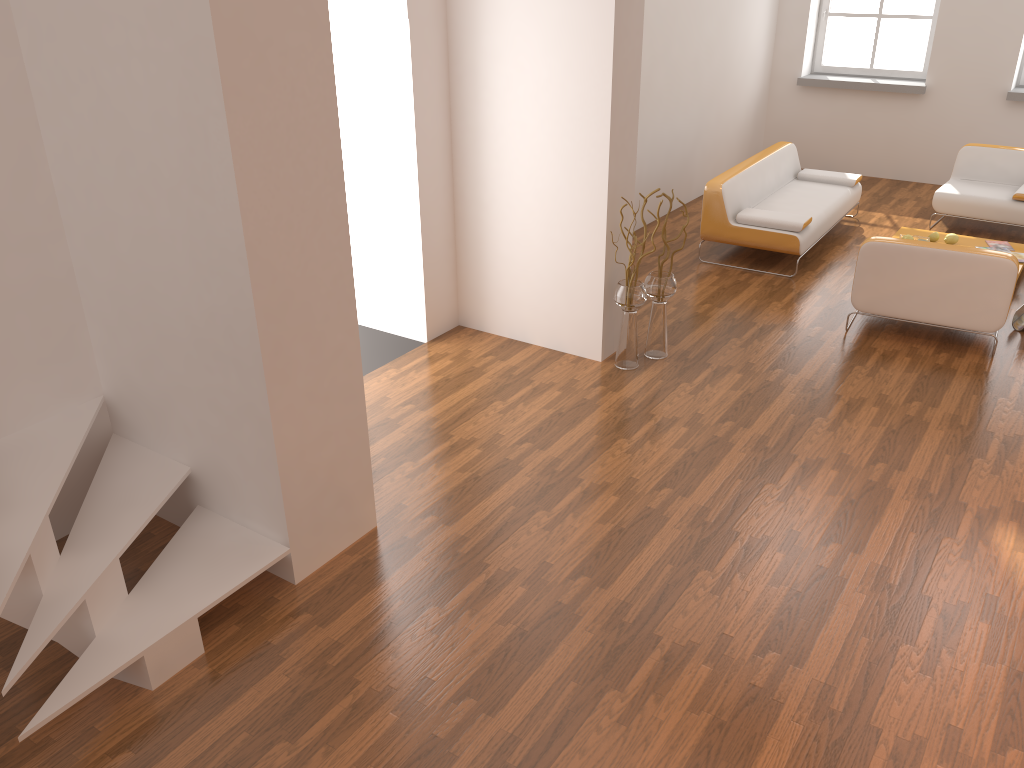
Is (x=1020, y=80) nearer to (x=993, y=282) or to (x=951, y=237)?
(x=951, y=237)

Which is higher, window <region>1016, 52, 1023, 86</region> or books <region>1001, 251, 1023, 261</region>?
window <region>1016, 52, 1023, 86</region>

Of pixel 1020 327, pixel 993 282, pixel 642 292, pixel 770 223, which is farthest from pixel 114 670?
pixel 1020 327

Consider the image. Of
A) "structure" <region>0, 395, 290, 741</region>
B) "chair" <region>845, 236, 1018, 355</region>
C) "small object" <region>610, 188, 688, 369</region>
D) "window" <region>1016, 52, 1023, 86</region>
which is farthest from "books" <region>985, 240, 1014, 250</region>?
"structure" <region>0, 395, 290, 741</region>

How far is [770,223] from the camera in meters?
6.9

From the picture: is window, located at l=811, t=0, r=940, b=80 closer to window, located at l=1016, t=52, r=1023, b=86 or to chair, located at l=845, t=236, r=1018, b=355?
window, located at l=1016, t=52, r=1023, b=86

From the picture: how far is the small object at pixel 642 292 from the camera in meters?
5.2 m

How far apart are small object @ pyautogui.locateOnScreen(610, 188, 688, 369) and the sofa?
1.8 meters

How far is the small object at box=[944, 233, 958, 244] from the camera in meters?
7.1 m

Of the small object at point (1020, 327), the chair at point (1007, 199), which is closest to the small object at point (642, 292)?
the small object at point (1020, 327)
